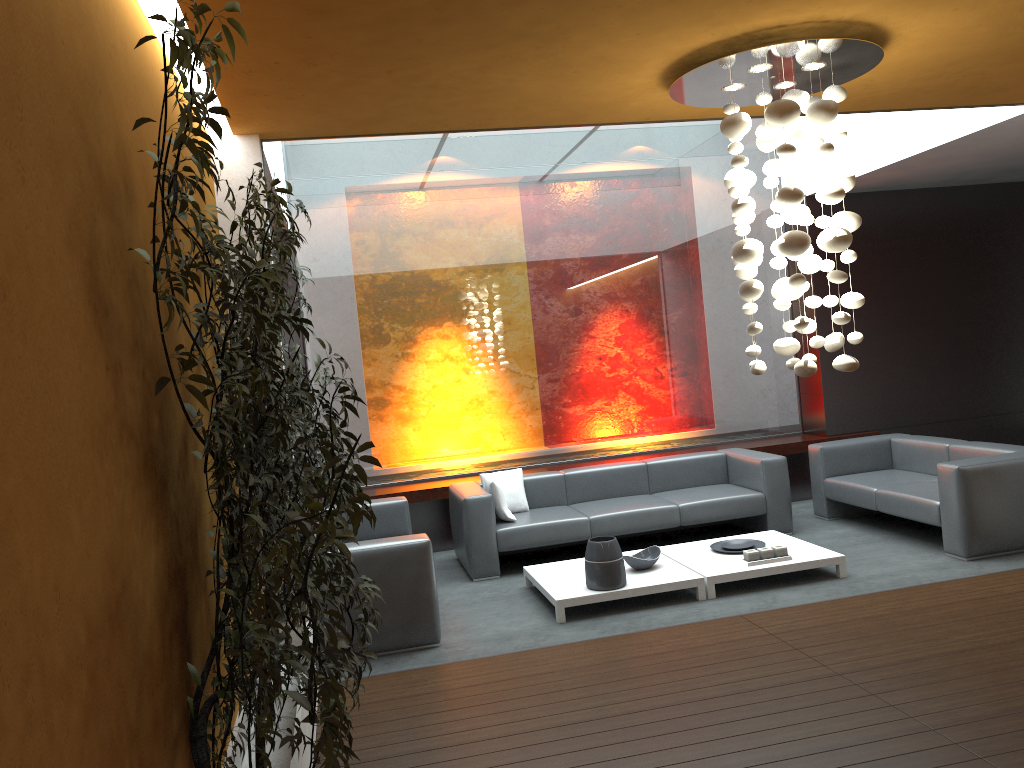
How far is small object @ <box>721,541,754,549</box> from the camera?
6.5 meters

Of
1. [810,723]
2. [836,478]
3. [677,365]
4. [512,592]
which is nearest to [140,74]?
[810,723]

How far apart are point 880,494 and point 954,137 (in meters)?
2.77

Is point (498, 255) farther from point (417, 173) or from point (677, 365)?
point (677, 365)

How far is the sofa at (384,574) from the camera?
5.3m

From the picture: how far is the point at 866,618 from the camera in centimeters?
507cm

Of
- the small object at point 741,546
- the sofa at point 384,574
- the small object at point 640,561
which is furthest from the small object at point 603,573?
the small object at point 741,546

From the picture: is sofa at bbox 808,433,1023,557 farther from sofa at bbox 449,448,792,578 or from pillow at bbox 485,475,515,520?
pillow at bbox 485,475,515,520

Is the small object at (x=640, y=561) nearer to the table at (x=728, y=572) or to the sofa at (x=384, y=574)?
the table at (x=728, y=572)

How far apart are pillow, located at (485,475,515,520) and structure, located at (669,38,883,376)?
3.06m
